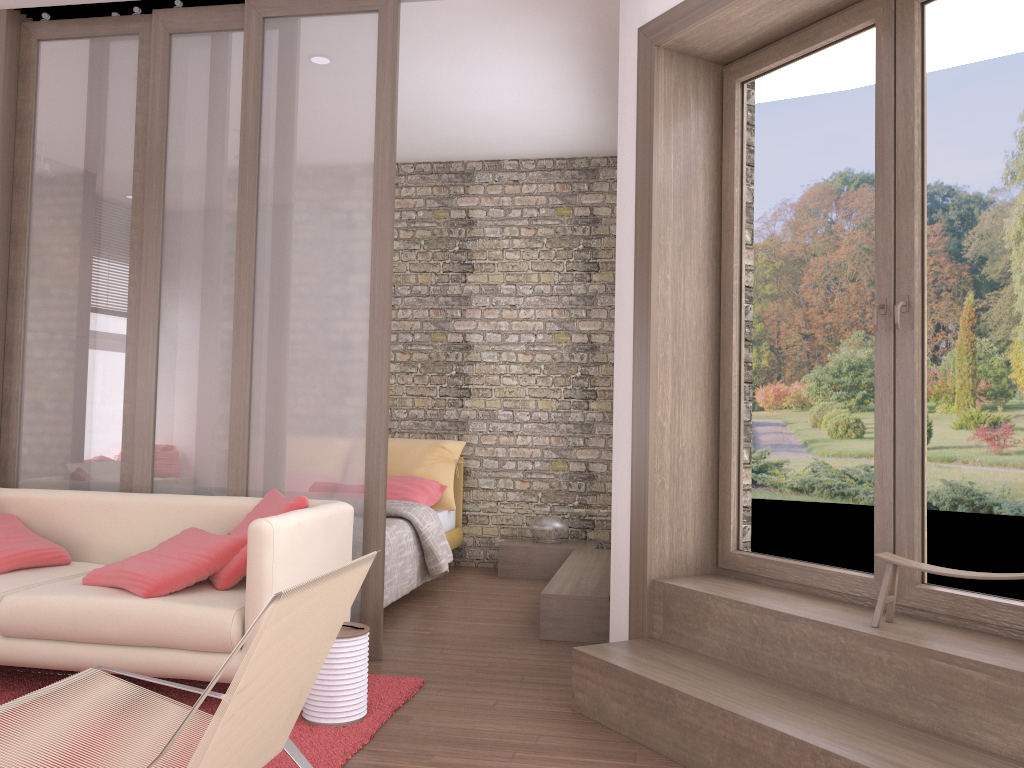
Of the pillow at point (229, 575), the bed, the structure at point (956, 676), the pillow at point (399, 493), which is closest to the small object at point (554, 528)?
the bed

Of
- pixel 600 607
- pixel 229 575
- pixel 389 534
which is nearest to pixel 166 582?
pixel 229 575

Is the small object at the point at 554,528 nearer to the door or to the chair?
the door

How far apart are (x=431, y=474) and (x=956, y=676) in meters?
→ 4.6

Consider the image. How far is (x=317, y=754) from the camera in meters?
2.9

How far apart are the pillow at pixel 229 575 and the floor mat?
0.4 meters

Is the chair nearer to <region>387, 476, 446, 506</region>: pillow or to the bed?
the bed

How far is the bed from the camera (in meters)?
5.11

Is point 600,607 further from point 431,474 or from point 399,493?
point 431,474

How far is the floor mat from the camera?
2.93m
